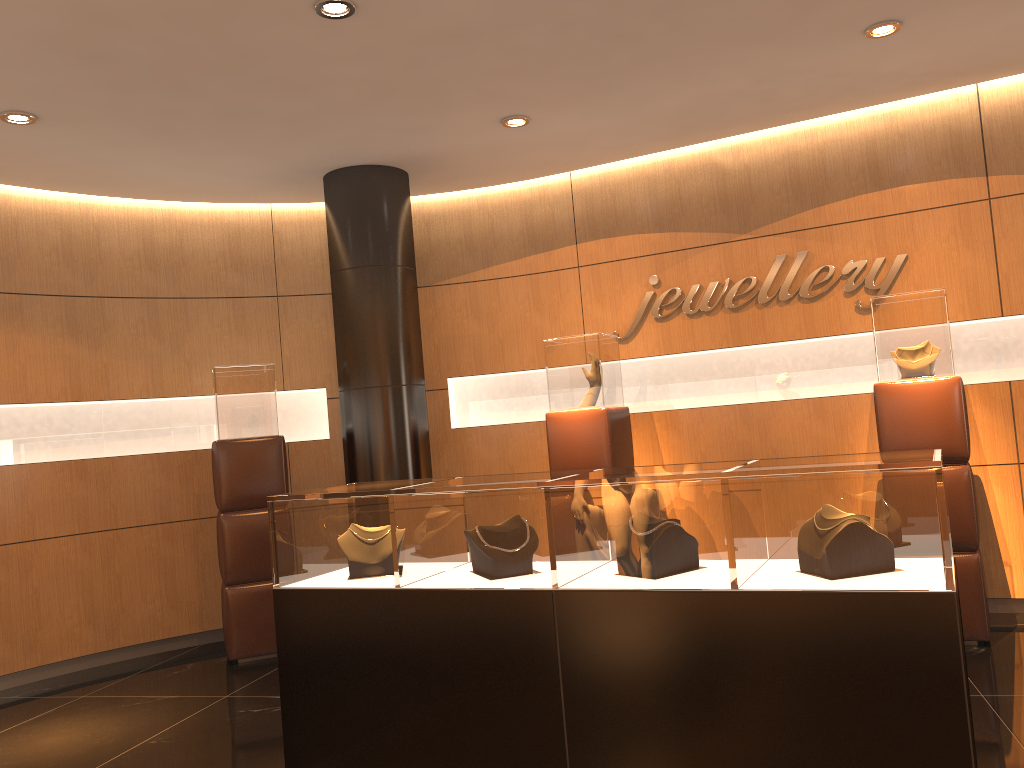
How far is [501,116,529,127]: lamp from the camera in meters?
5.4

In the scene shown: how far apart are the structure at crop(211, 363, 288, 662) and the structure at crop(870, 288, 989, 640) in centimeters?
382cm

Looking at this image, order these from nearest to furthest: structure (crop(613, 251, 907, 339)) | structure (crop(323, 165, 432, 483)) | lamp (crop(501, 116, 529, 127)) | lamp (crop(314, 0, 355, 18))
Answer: → lamp (crop(314, 0, 355, 18)), lamp (crop(501, 116, 529, 127)), structure (crop(613, 251, 907, 339)), structure (crop(323, 165, 432, 483))

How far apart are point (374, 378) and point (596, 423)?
1.5m

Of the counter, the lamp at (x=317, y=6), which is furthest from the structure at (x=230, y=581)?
the lamp at (x=317, y=6)

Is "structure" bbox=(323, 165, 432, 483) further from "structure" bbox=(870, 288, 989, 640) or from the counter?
"structure" bbox=(870, 288, 989, 640)

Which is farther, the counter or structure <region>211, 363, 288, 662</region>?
structure <region>211, 363, 288, 662</region>

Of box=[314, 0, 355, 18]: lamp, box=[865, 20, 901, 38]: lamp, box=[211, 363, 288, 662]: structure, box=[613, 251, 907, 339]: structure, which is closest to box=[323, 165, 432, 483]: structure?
box=[211, 363, 288, 662]: structure

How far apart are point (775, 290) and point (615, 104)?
1.8 meters

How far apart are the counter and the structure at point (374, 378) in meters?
2.3 m
